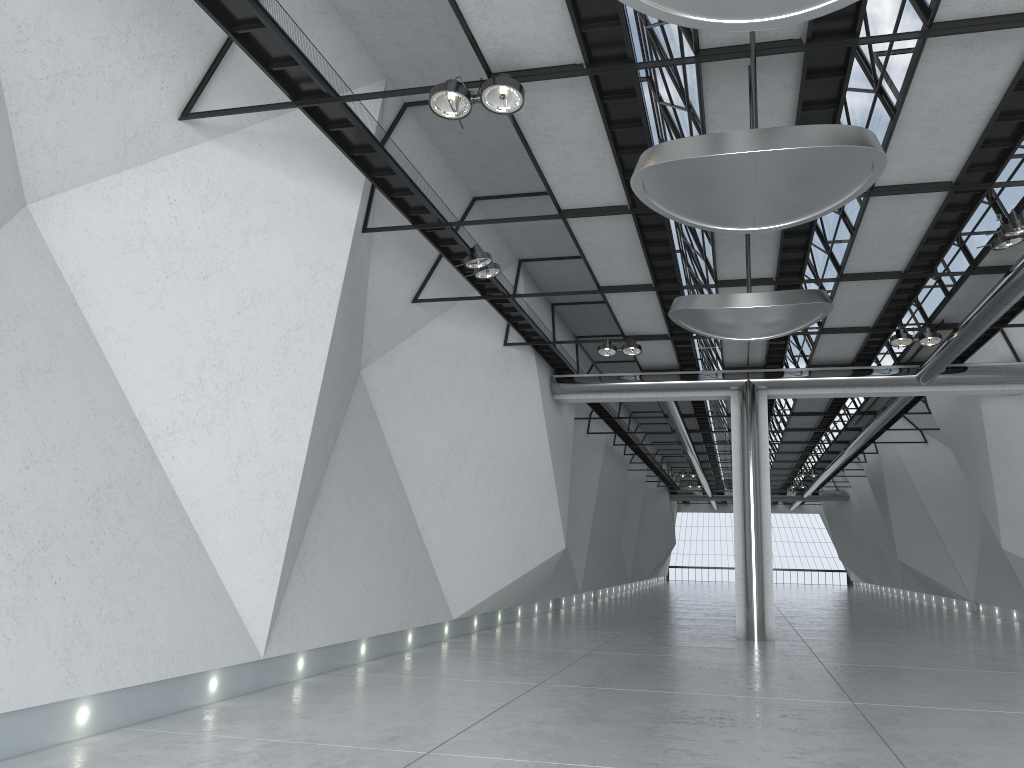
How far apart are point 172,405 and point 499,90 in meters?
24.2 m
